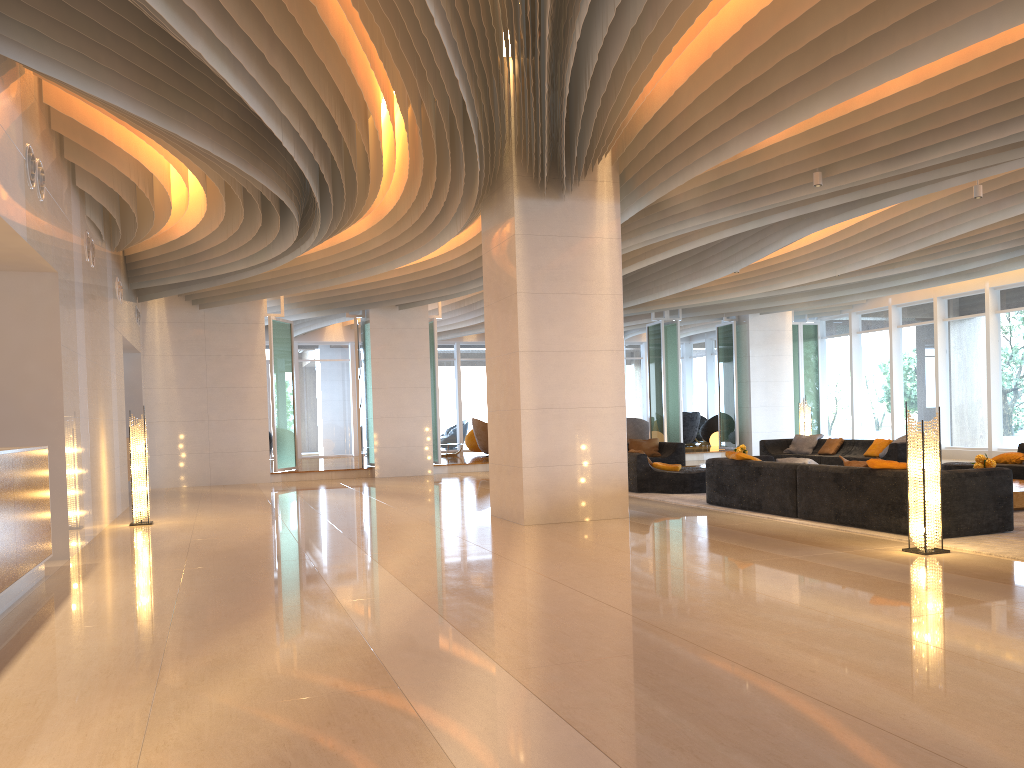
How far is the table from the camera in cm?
927

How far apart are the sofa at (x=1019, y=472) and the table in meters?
1.6 m

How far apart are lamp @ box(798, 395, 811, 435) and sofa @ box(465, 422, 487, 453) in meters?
9.4 m

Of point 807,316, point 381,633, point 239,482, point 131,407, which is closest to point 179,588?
point 381,633

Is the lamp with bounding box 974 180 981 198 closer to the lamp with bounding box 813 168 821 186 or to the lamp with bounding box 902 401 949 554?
the lamp with bounding box 813 168 821 186

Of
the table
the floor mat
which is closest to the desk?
the floor mat

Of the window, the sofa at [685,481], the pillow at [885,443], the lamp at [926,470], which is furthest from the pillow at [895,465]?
the window

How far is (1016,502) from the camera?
9.3m

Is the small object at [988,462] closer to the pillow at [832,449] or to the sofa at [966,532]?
the sofa at [966,532]

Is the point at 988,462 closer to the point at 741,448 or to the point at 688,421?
the point at 741,448
